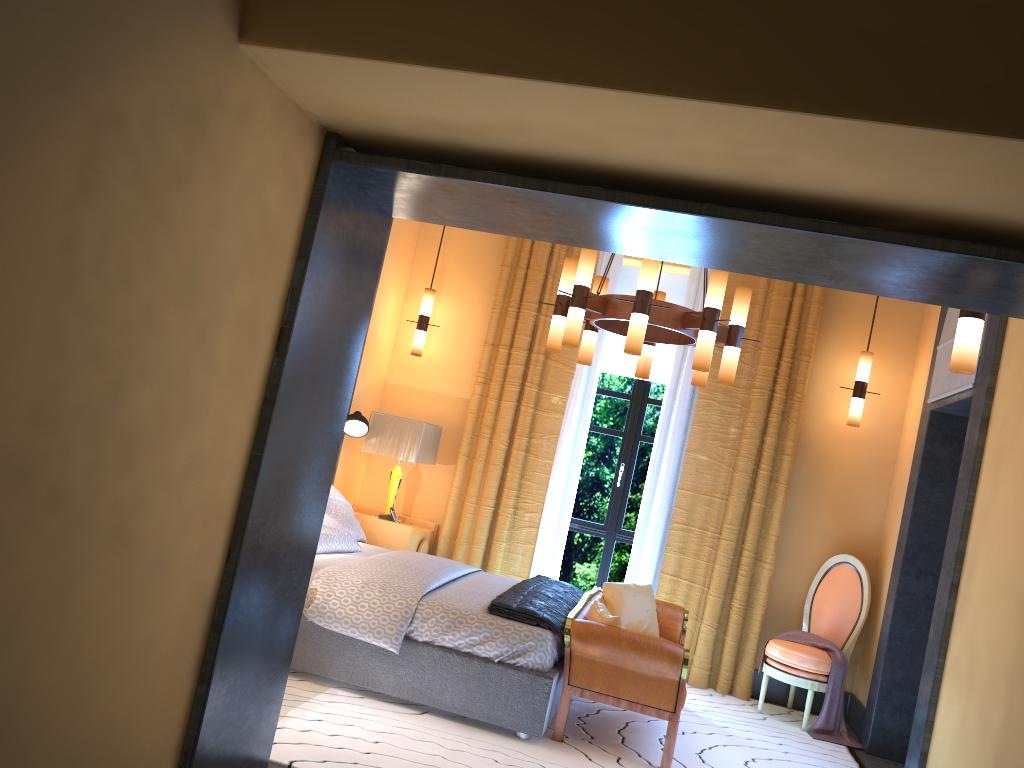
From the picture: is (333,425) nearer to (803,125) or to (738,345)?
(803,125)

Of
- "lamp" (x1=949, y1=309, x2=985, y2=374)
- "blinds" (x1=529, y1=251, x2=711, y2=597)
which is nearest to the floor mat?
"blinds" (x1=529, y1=251, x2=711, y2=597)

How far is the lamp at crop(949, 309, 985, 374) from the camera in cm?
323

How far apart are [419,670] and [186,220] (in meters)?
2.83

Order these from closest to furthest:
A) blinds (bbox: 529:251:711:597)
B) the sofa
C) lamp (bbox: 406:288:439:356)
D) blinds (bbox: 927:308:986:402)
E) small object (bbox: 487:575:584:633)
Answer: the sofa
small object (bbox: 487:575:584:633)
blinds (bbox: 927:308:986:402)
blinds (bbox: 529:251:711:597)
lamp (bbox: 406:288:439:356)

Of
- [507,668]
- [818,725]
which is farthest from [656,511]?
[507,668]

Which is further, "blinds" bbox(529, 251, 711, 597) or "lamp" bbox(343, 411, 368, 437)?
"blinds" bbox(529, 251, 711, 597)

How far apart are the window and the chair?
1.4m

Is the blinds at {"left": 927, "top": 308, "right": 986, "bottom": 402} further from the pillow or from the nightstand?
the nightstand

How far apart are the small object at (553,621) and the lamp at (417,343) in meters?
2.1
